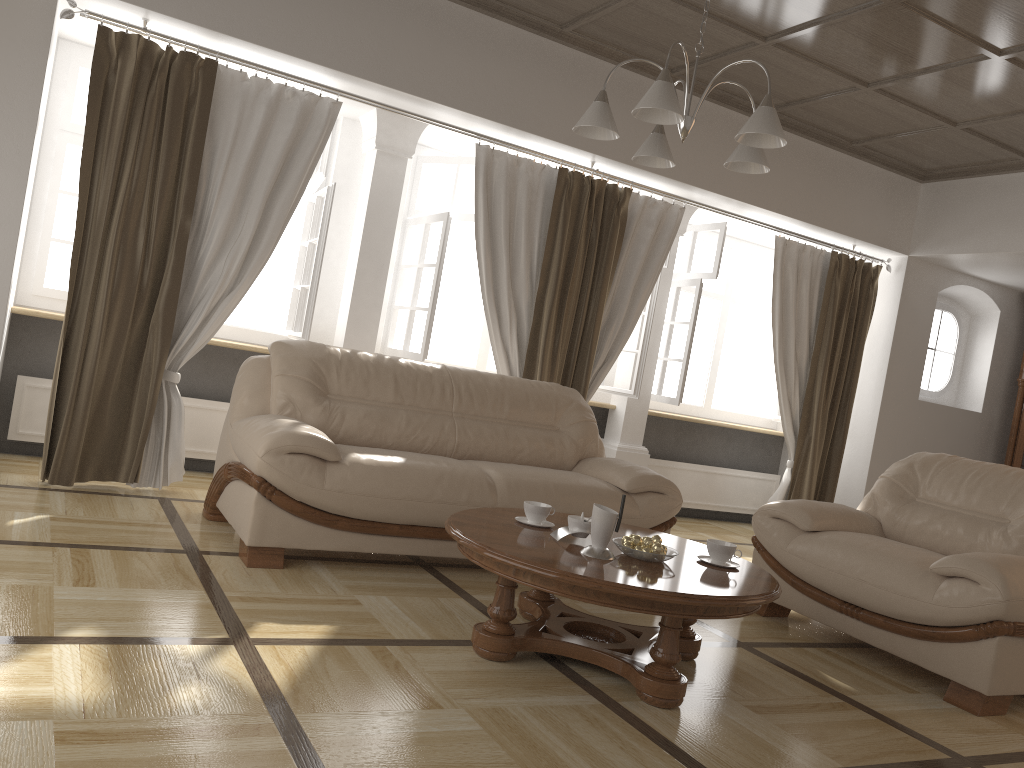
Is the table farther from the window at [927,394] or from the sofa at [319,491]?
the window at [927,394]

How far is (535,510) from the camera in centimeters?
321cm

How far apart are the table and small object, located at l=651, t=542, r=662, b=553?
0.05m

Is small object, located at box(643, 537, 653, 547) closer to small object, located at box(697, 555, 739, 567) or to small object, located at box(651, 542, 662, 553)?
small object, located at box(651, 542, 662, 553)

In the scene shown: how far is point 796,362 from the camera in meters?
6.5

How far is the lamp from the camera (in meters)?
2.75

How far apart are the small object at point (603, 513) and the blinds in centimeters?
249cm

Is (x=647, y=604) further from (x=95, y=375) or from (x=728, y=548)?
(x=95, y=375)

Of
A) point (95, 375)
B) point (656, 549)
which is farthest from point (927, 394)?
point (95, 375)

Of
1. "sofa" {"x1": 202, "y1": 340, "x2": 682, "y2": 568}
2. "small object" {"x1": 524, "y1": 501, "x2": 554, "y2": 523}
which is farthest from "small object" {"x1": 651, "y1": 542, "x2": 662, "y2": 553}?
"sofa" {"x1": 202, "y1": 340, "x2": 682, "y2": 568}
